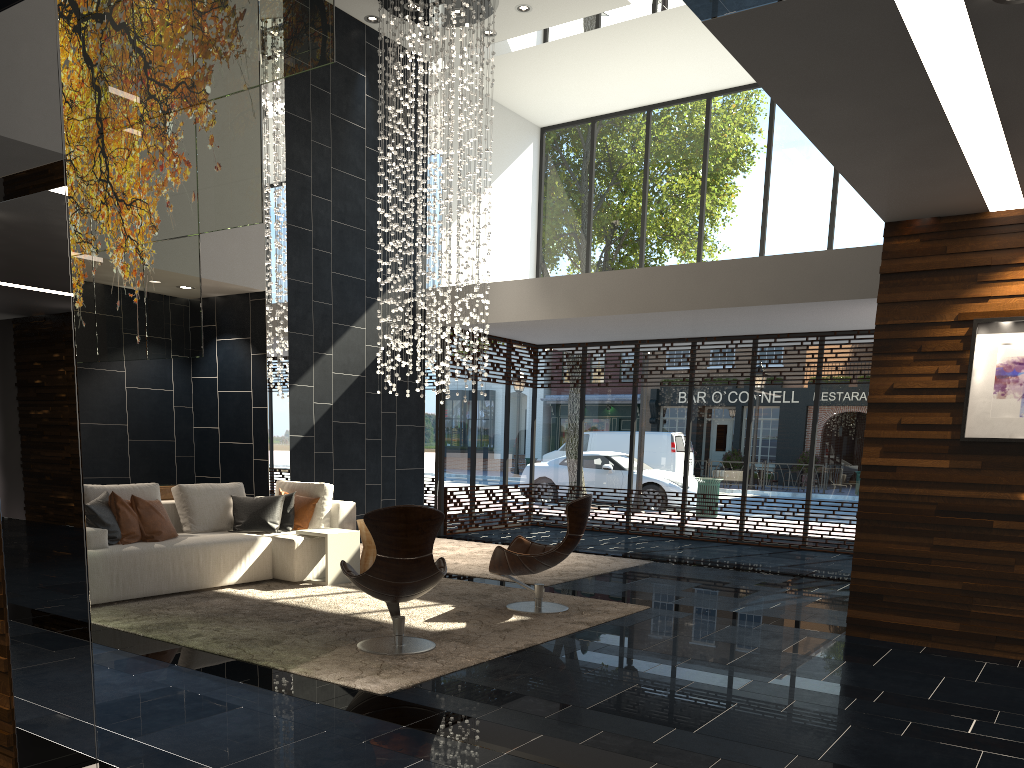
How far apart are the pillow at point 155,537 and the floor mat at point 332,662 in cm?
48

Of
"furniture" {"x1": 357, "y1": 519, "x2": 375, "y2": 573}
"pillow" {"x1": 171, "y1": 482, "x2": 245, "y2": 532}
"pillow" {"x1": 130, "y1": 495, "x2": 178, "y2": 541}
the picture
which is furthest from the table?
the picture

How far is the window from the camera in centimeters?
1136cm

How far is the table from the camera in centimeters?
743cm

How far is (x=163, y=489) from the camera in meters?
8.9

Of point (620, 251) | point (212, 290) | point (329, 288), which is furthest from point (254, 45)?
point (620, 251)

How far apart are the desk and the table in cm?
231

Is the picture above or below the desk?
above

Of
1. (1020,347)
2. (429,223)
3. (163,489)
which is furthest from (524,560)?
(429,223)

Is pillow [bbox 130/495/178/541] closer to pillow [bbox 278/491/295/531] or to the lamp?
pillow [bbox 278/491/295/531]
